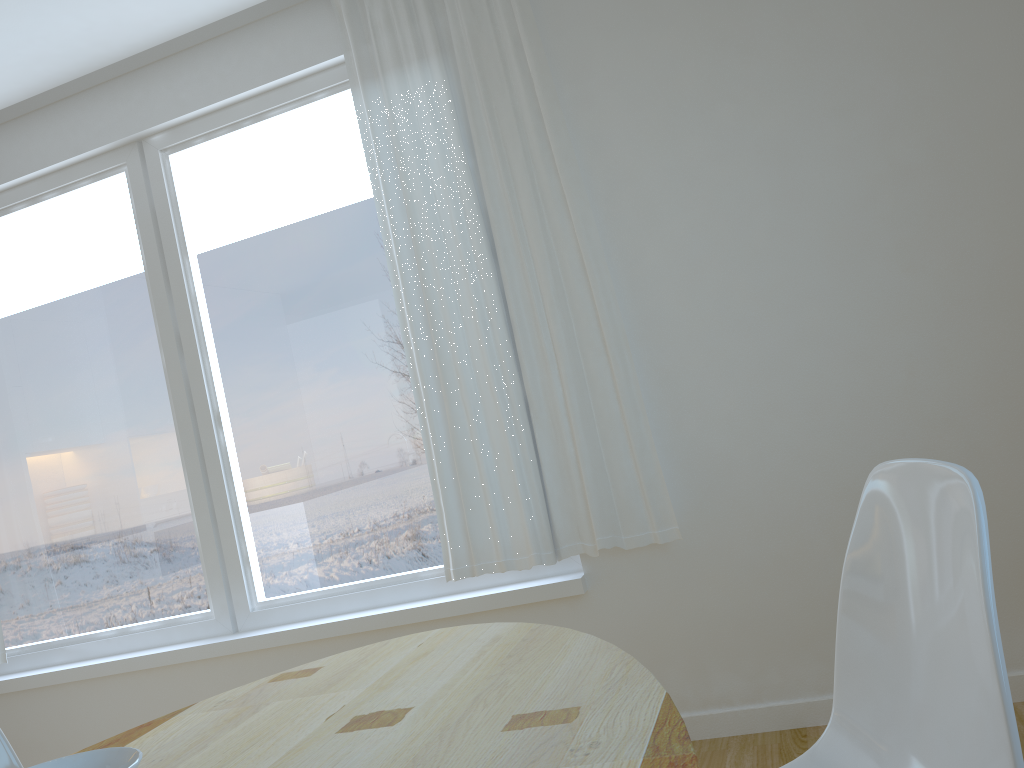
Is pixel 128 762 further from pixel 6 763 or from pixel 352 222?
pixel 352 222

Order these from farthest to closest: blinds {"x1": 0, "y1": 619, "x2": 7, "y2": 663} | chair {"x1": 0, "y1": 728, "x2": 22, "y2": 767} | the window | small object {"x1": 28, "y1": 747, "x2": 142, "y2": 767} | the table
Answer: blinds {"x1": 0, "y1": 619, "x2": 7, "y2": 663}, the window, chair {"x1": 0, "y1": 728, "x2": 22, "y2": 767}, the table, small object {"x1": 28, "y1": 747, "x2": 142, "y2": 767}

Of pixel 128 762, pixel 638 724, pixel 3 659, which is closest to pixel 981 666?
pixel 638 724

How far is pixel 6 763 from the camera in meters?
1.7 m

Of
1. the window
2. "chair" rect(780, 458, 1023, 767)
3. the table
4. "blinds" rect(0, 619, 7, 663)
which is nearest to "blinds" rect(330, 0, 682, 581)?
the window

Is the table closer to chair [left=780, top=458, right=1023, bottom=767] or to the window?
chair [left=780, top=458, right=1023, bottom=767]

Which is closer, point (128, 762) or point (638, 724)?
point (128, 762)

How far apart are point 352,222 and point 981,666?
2.6 meters

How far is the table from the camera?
0.99m

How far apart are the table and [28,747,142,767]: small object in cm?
35
